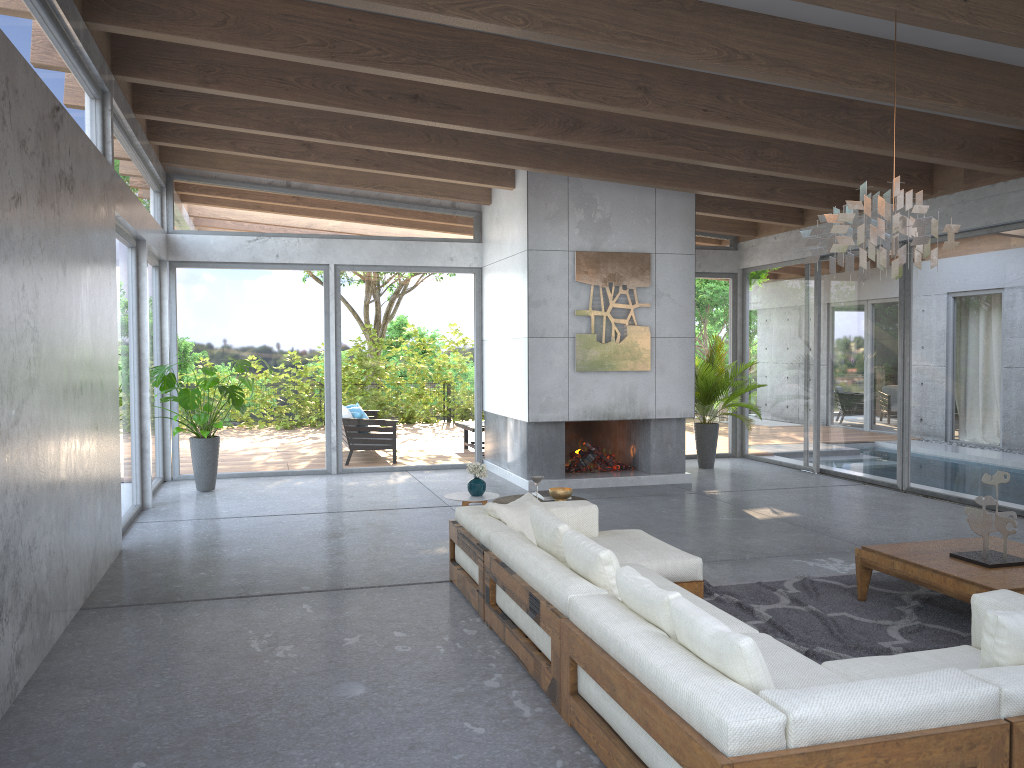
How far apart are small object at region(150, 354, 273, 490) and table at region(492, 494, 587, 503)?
4.02m

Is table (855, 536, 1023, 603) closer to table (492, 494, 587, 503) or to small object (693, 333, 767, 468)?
table (492, 494, 587, 503)

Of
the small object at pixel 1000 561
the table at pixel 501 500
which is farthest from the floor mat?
the table at pixel 501 500

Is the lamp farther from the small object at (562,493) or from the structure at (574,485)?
the structure at (574,485)

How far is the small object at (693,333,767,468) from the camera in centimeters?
1148cm

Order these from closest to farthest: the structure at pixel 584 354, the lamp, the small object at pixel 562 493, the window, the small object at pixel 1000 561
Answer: the lamp < the small object at pixel 1000 561 < the small object at pixel 562 493 < the window < the structure at pixel 584 354

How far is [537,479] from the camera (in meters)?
6.37

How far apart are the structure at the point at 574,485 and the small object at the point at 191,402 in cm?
317

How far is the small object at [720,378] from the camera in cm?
1148

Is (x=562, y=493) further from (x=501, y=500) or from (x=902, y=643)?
(x=902, y=643)
